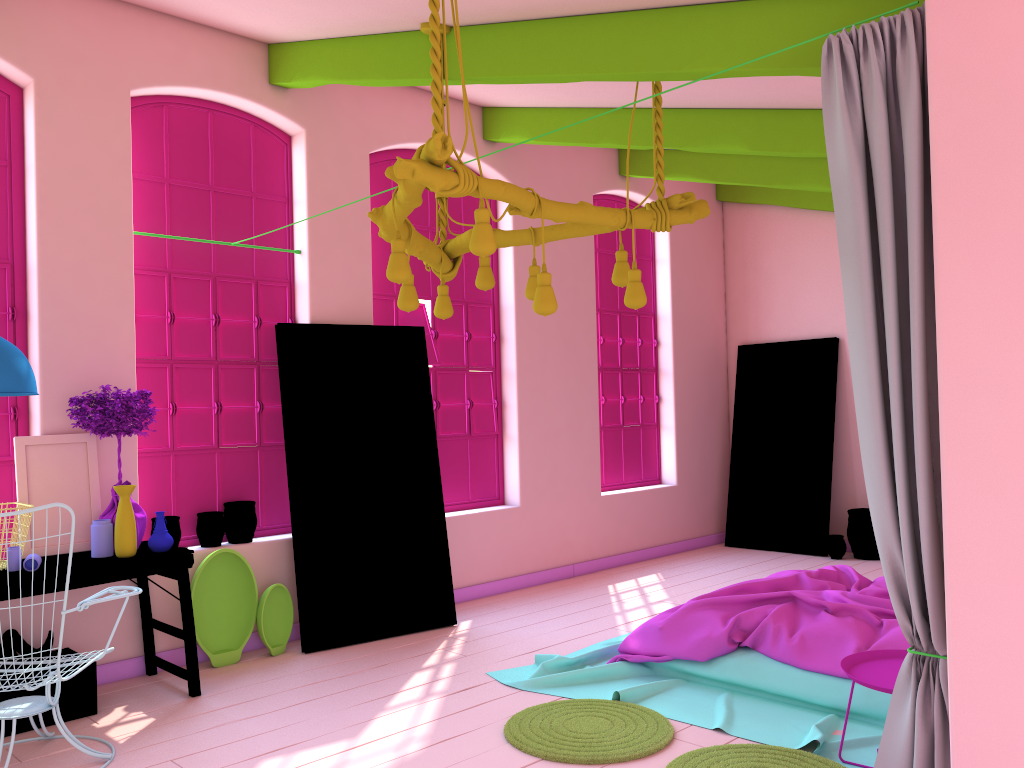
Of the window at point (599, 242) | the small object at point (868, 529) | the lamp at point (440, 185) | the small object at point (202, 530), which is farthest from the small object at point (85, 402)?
the small object at point (868, 529)

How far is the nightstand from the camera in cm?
355

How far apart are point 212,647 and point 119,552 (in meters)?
1.13

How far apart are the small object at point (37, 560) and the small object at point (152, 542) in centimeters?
56cm

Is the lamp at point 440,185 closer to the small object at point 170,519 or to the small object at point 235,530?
the small object at point 235,530

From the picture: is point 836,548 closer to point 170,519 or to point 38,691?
point 170,519

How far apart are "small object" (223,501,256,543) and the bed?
1.99m

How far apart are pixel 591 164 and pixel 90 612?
5.8m

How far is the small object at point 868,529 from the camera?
8.5m

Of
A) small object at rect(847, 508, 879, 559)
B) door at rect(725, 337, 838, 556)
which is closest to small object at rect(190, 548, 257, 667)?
door at rect(725, 337, 838, 556)
